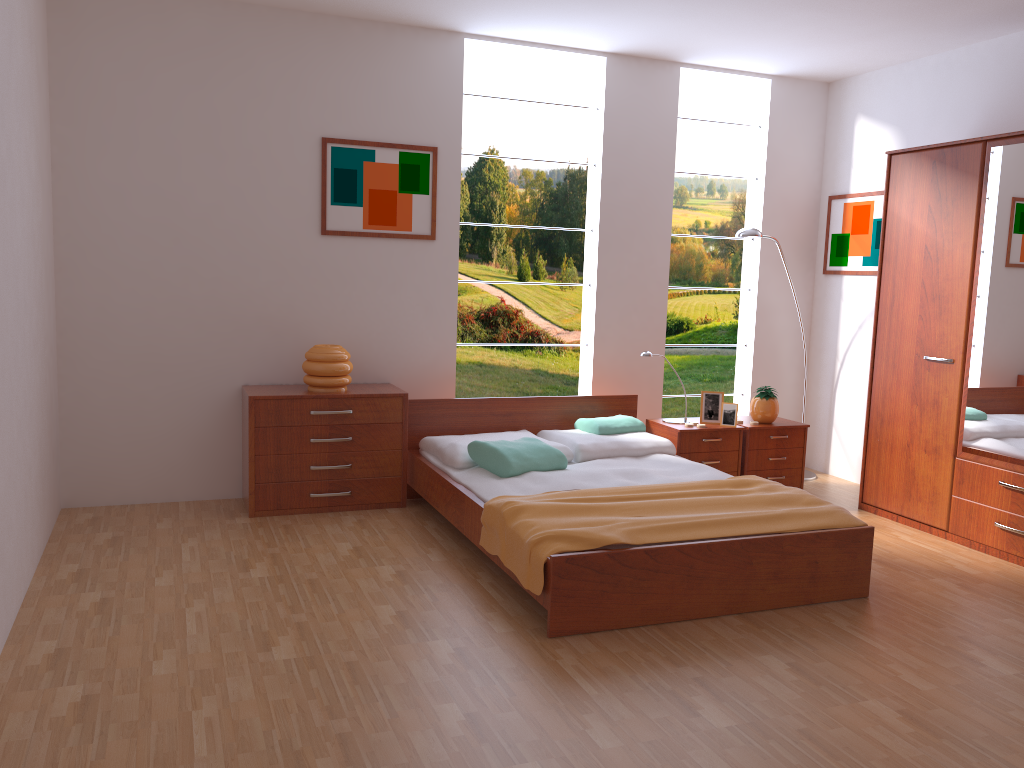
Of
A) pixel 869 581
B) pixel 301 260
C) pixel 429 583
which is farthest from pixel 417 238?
pixel 869 581

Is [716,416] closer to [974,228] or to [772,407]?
[772,407]

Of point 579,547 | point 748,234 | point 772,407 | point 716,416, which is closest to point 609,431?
point 716,416

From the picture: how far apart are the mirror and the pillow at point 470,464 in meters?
1.9

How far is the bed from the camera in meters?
3.2

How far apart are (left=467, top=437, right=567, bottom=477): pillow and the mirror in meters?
2.0

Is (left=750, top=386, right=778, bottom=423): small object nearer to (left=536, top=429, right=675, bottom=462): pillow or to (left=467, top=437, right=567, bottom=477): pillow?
(left=536, top=429, right=675, bottom=462): pillow

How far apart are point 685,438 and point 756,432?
0.48m

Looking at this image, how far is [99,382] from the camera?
4.5m

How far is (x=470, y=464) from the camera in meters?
4.4
